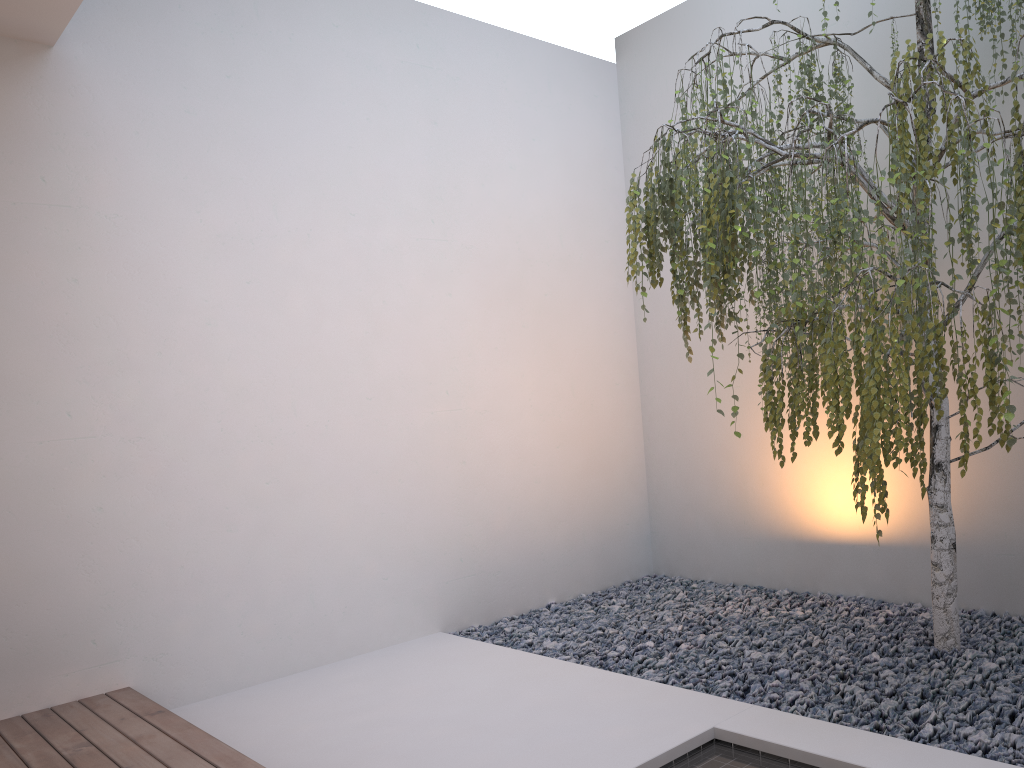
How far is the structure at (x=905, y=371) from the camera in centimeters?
217cm

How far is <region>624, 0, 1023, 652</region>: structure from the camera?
2.2 meters
